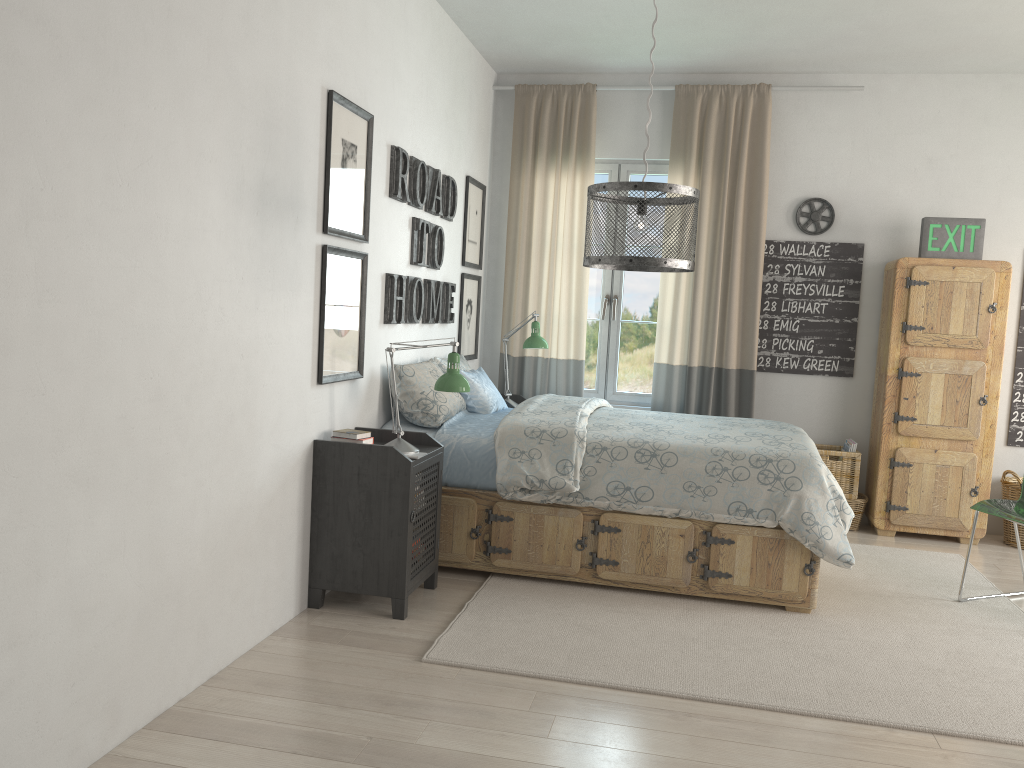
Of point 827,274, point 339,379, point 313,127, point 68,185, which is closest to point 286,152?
point 313,127

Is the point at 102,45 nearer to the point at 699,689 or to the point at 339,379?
the point at 339,379

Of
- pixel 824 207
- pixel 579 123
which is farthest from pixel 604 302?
pixel 824 207

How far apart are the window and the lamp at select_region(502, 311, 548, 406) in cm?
68

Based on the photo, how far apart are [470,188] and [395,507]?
2.5m

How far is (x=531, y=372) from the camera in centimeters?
560cm

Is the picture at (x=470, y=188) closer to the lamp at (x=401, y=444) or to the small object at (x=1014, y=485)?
the lamp at (x=401, y=444)

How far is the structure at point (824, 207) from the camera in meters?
5.3

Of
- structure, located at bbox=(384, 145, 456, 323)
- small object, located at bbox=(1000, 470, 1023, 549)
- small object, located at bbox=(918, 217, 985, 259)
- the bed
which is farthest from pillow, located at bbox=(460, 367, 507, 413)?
small object, located at bbox=(1000, 470, 1023, 549)

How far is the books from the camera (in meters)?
3.34
